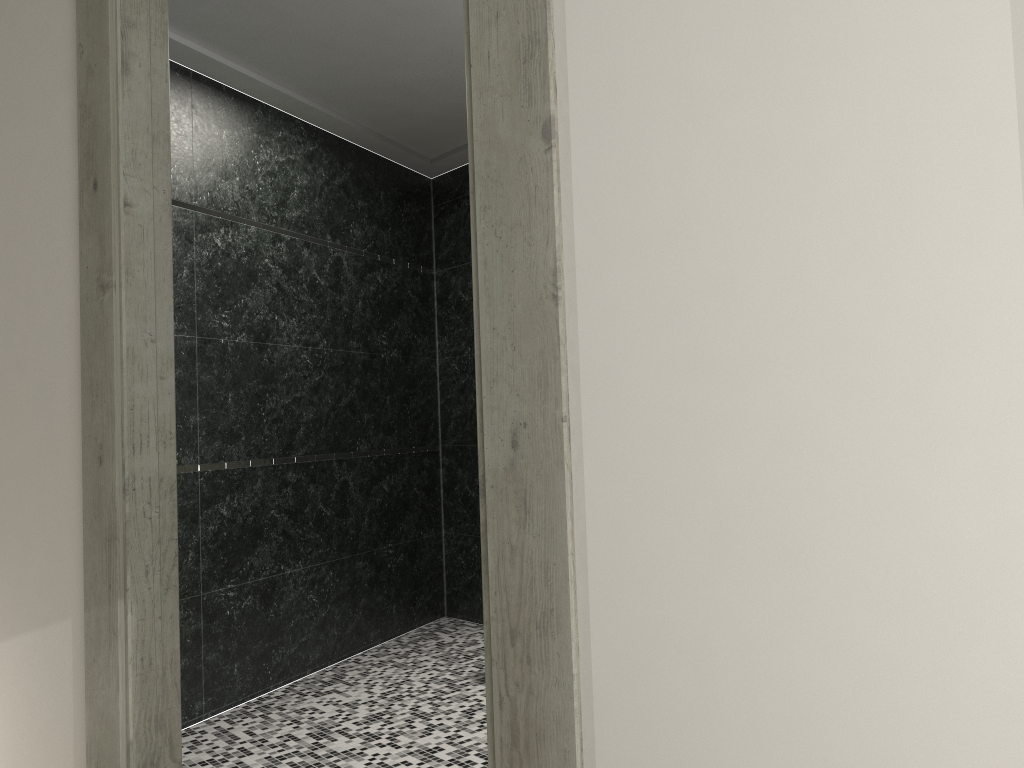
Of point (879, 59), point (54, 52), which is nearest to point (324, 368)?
point (54, 52)

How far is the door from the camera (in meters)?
1.58

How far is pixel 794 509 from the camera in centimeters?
138cm

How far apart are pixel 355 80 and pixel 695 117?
3.1 meters

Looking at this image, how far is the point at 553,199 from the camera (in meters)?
1.58

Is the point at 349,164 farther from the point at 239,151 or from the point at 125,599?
the point at 125,599
